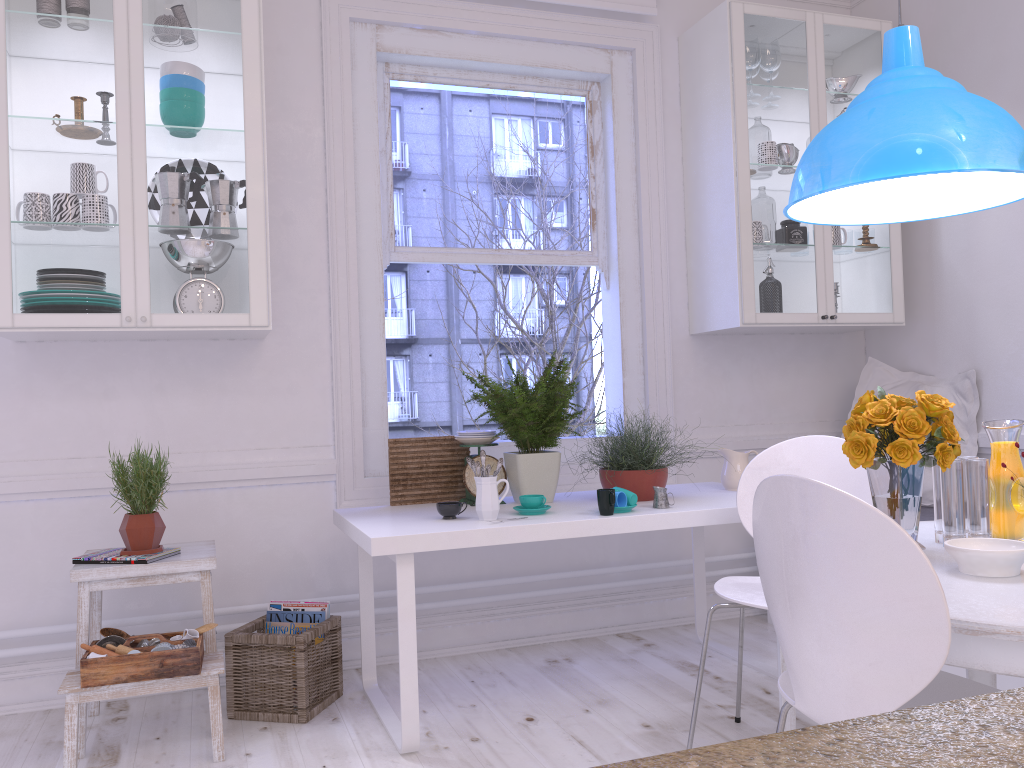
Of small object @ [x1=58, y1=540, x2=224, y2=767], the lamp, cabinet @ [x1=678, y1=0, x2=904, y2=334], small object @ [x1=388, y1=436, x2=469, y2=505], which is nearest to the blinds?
cabinet @ [x1=678, y1=0, x2=904, y2=334]

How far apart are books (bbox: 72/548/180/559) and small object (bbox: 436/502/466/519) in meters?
0.8

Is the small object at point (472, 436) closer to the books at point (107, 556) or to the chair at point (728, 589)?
the chair at point (728, 589)

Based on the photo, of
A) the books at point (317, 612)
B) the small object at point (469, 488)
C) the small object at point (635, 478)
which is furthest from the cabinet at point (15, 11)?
the small object at point (635, 478)

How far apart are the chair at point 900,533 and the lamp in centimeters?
78cm

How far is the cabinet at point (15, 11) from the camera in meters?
2.7 m

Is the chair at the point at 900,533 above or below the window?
below

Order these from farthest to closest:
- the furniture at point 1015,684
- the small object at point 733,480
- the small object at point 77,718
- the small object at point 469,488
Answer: the small object at point 733,480, the small object at point 469,488, the furniture at point 1015,684, the small object at point 77,718

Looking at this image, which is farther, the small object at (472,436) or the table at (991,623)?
the small object at (472,436)

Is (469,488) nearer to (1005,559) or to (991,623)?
(1005,559)
